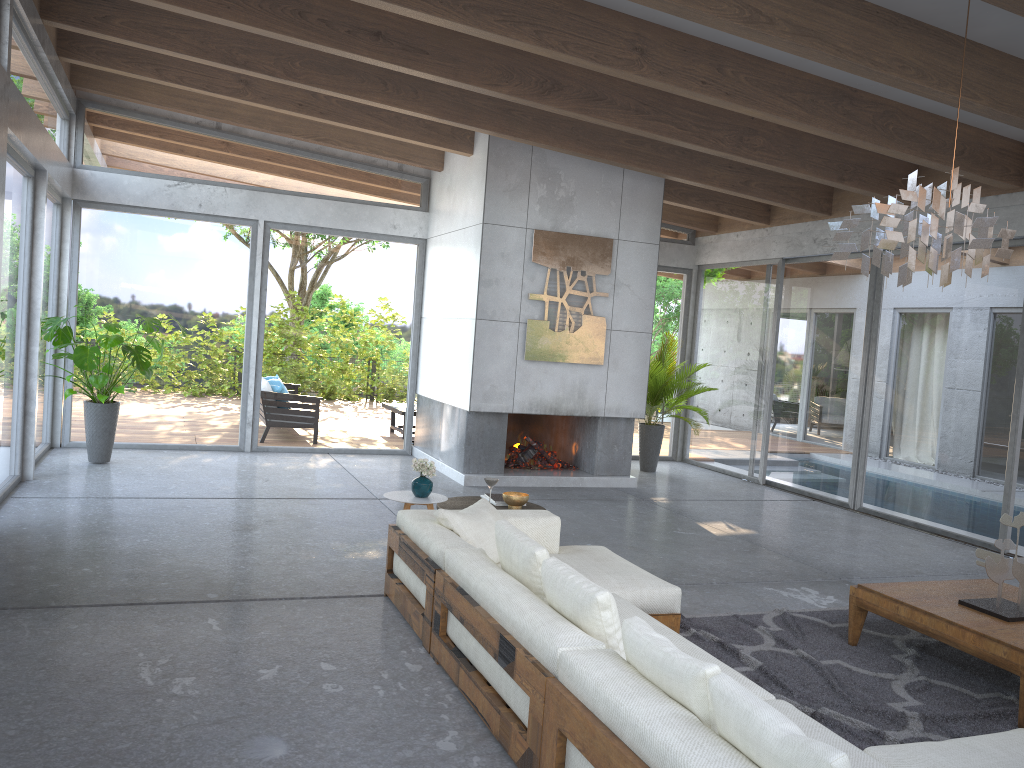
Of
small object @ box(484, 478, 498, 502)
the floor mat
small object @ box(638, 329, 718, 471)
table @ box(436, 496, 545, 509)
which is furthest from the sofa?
small object @ box(638, 329, 718, 471)

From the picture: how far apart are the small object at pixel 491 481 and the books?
0.4 meters

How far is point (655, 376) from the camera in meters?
10.9 m

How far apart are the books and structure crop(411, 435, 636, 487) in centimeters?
309cm

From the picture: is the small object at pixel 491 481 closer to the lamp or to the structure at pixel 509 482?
the lamp

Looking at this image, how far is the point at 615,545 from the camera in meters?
6.9 m

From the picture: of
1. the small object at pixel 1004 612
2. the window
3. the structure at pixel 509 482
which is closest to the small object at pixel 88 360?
the window

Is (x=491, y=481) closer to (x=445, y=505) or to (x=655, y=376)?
(x=445, y=505)

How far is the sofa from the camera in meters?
2.4

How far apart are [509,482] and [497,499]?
3.34m
